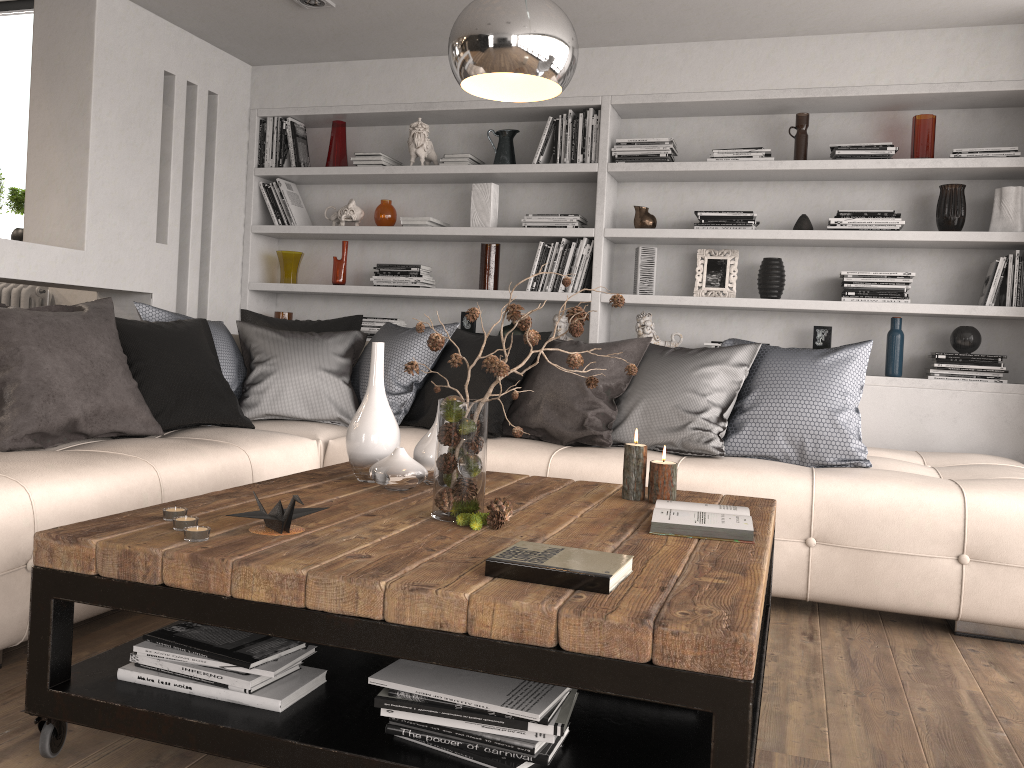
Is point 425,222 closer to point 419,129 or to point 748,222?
point 419,129

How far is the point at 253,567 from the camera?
1.6m

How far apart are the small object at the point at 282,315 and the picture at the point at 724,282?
2.4m

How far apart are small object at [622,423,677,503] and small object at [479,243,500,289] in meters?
2.5

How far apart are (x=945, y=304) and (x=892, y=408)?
0.64m

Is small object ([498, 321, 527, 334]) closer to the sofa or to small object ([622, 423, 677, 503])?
the sofa

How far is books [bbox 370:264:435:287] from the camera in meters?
4.9 m

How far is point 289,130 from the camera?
5.18m

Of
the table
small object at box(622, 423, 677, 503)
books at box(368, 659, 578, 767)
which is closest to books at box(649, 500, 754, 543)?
the table

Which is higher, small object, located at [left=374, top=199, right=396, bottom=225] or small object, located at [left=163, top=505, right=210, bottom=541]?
small object, located at [left=374, top=199, right=396, bottom=225]
